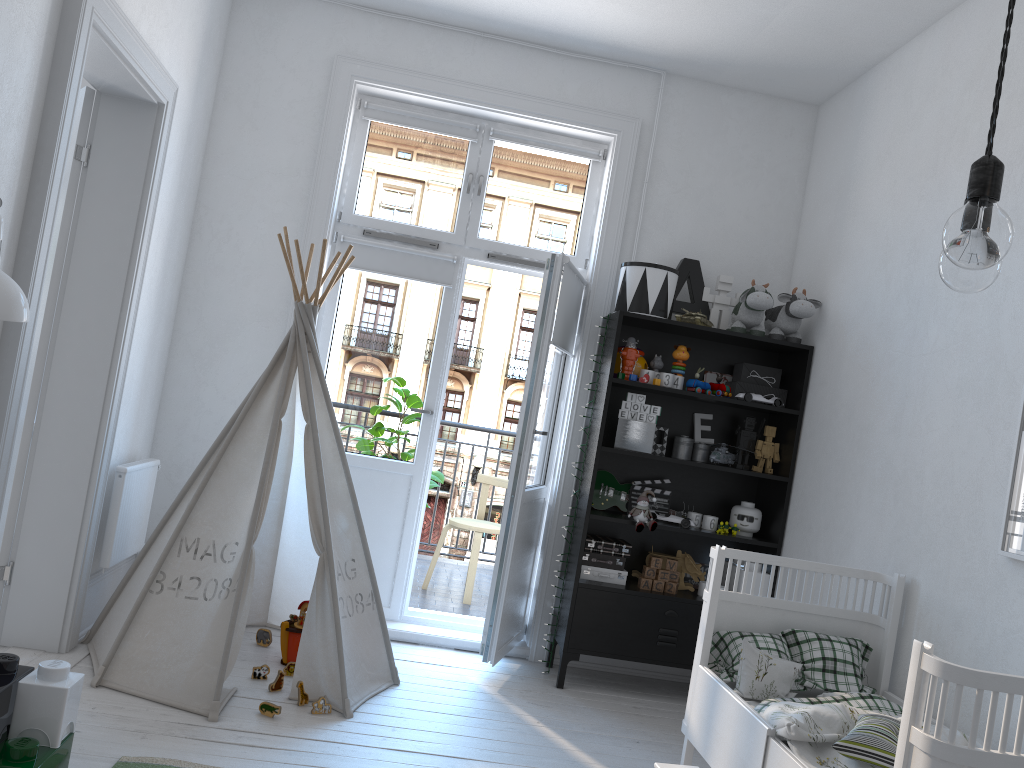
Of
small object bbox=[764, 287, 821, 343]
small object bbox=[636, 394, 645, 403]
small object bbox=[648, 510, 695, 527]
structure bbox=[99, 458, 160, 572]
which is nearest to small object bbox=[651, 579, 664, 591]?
small object bbox=[648, 510, 695, 527]

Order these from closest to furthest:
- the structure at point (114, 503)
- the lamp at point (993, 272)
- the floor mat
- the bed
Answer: the lamp at point (993, 272) → the bed → the floor mat → the structure at point (114, 503)

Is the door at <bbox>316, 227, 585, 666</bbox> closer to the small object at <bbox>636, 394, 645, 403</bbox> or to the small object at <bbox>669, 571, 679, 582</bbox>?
the small object at <bbox>636, 394, 645, 403</bbox>

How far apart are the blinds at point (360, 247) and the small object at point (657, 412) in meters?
1.2

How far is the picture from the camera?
2.5 meters

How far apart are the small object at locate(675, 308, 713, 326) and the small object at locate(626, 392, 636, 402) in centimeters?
42cm

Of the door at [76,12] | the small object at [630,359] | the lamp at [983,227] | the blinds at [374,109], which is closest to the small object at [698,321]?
the small object at [630,359]

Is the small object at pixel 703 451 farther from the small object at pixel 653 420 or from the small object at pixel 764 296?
the small object at pixel 764 296

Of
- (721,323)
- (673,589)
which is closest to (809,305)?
(721,323)

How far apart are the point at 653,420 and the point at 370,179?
1.8m
